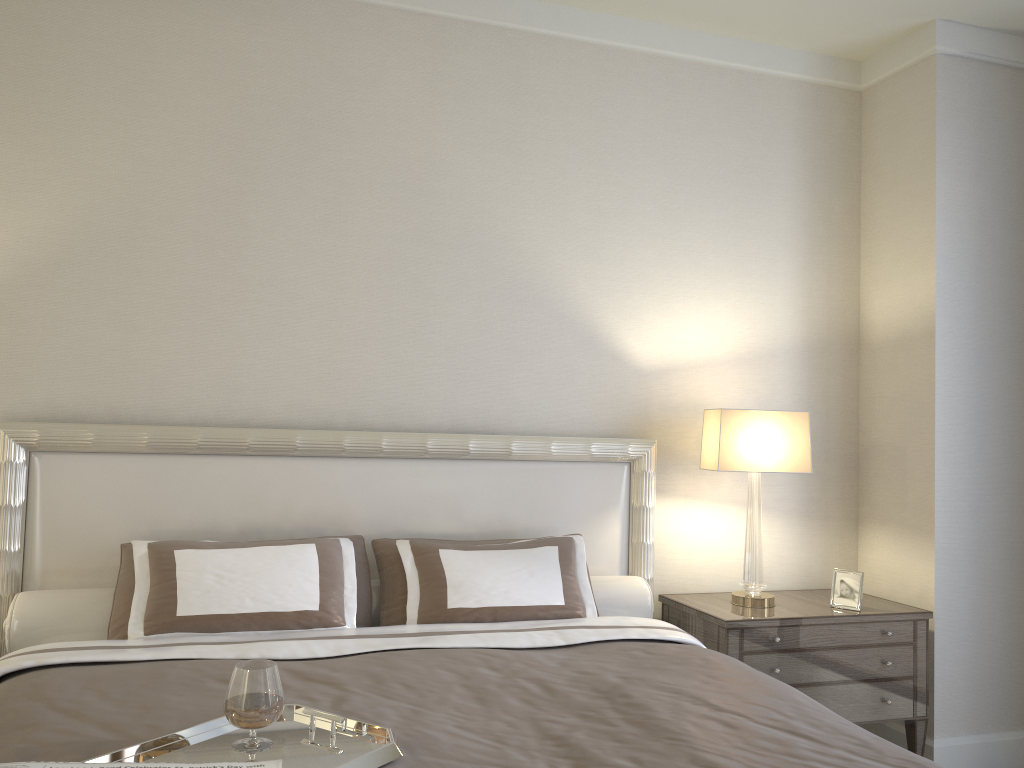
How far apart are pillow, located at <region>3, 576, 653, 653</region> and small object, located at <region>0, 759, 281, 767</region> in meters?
1.5 m

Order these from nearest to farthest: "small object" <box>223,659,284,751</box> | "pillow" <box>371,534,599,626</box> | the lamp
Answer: "small object" <box>223,659,284,751</box>
"pillow" <box>371,534,599,626</box>
the lamp

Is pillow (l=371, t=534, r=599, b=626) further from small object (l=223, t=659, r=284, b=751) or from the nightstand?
small object (l=223, t=659, r=284, b=751)

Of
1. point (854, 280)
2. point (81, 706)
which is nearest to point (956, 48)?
point (854, 280)

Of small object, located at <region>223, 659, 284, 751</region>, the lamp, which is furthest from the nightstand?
small object, located at <region>223, 659, 284, 751</region>

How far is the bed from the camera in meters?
1.8 m

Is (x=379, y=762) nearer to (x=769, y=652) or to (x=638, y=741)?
(x=638, y=741)

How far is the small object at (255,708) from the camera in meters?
1.6 m

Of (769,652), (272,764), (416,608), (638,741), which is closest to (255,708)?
(272,764)

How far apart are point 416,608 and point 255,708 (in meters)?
1.28
